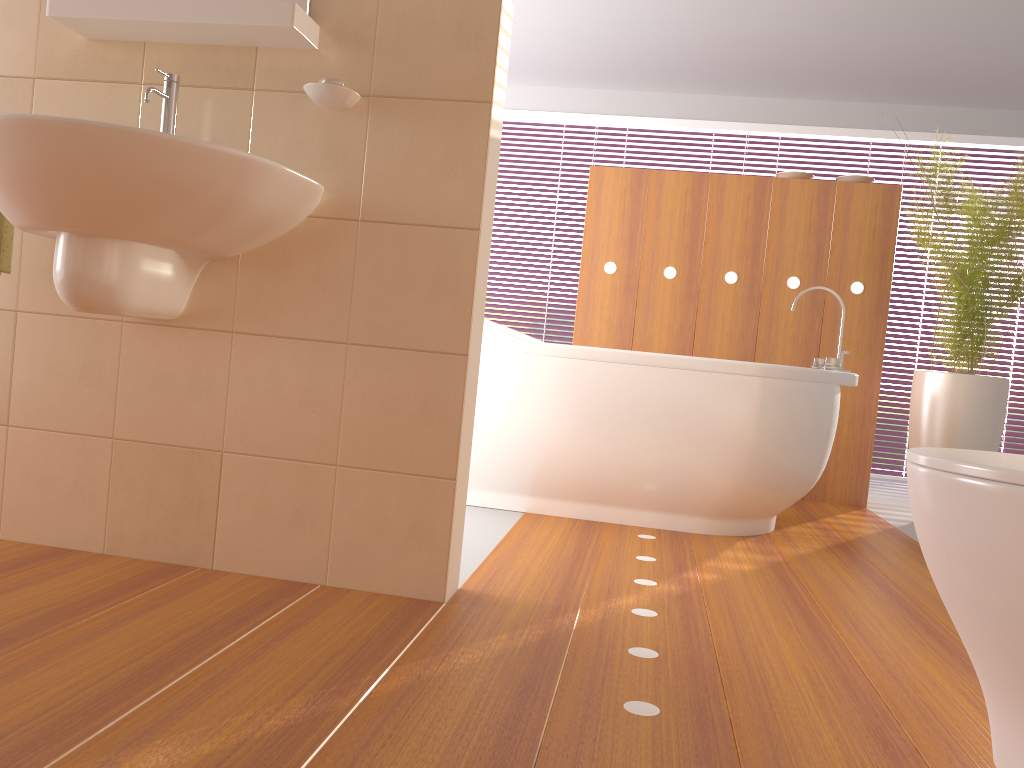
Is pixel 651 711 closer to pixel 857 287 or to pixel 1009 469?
pixel 1009 469

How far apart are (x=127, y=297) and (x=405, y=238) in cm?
57

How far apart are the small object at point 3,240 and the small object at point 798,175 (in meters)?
3.28

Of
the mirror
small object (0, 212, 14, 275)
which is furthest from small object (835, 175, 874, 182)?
small object (0, 212, 14, 275)

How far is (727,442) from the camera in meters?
2.9

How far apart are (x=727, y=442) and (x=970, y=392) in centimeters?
126cm

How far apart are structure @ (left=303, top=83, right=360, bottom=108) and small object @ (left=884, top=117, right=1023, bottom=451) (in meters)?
2.41

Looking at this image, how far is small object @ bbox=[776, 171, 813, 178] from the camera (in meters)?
4.10

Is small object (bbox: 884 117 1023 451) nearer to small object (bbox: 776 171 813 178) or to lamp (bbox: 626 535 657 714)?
small object (bbox: 776 171 813 178)

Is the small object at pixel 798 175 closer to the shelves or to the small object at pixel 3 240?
the shelves
